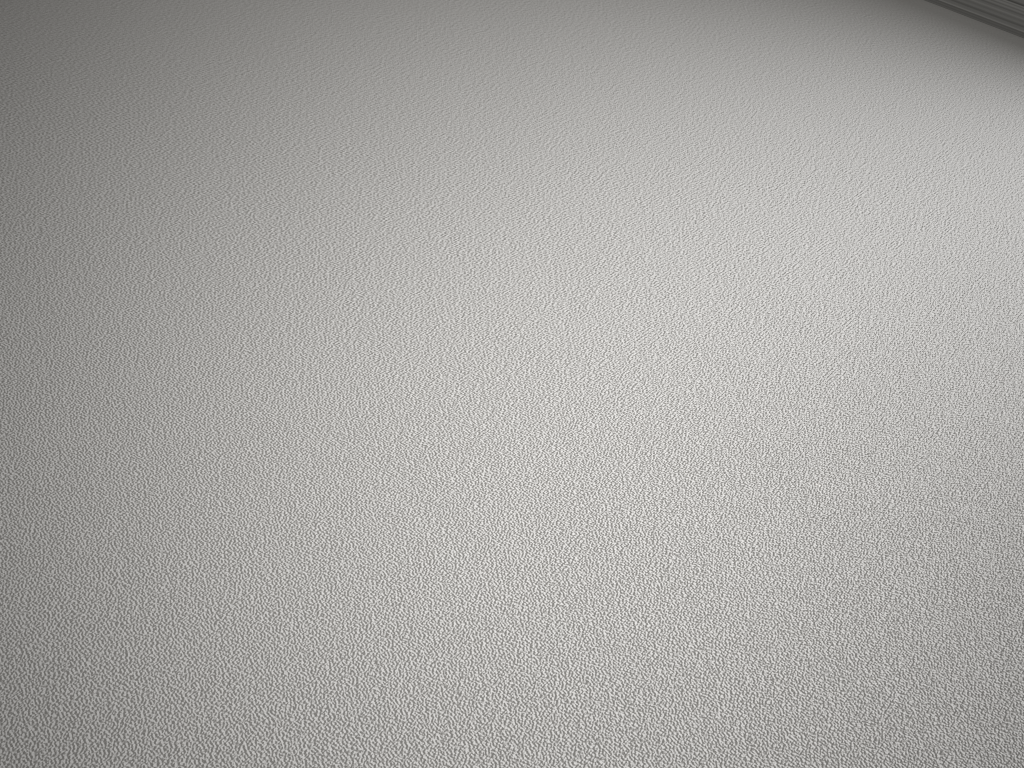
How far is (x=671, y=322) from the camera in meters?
1.7 m

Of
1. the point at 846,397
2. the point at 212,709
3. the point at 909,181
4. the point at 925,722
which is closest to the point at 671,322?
the point at 846,397
